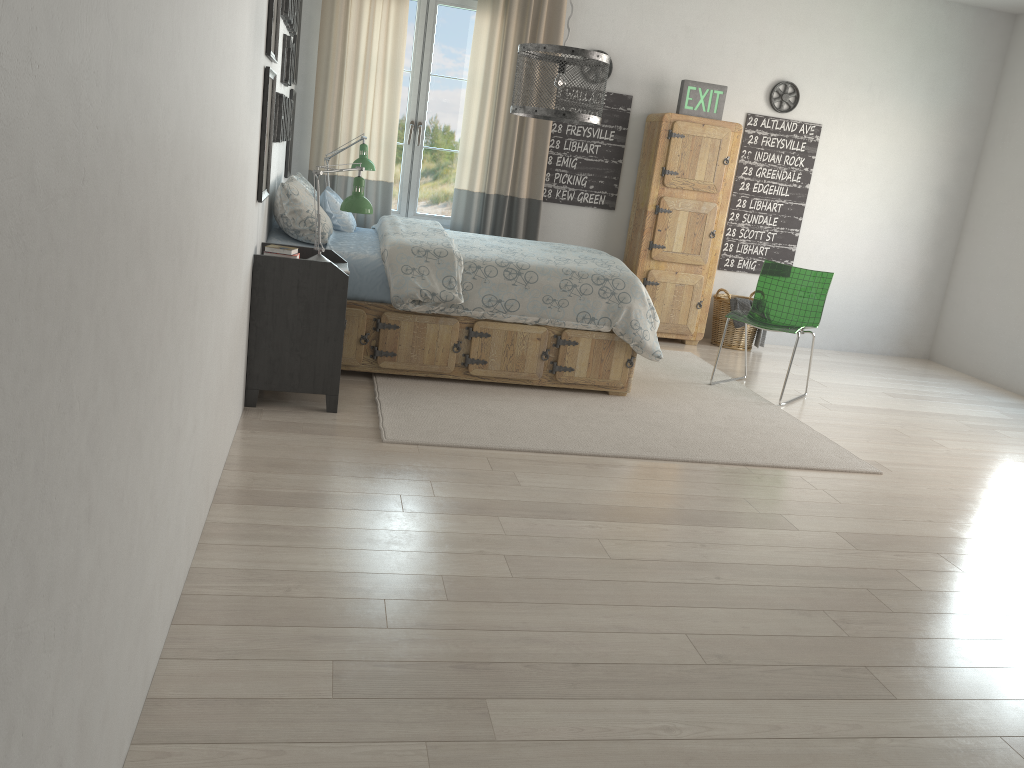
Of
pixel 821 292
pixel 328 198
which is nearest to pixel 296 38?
pixel 328 198

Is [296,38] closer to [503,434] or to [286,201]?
[286,201]

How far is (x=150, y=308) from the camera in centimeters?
153cm

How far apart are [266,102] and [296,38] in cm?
198

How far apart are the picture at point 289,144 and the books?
1.9m

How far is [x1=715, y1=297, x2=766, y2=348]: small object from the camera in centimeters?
636cm

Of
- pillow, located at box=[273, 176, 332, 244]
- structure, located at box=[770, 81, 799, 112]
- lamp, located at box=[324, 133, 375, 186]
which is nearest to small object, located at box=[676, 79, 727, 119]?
structure, located at box=[770, 81, 799, 112]

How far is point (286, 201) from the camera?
4.2m

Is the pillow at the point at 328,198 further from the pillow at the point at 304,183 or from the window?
the window

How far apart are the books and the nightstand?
0.1m
